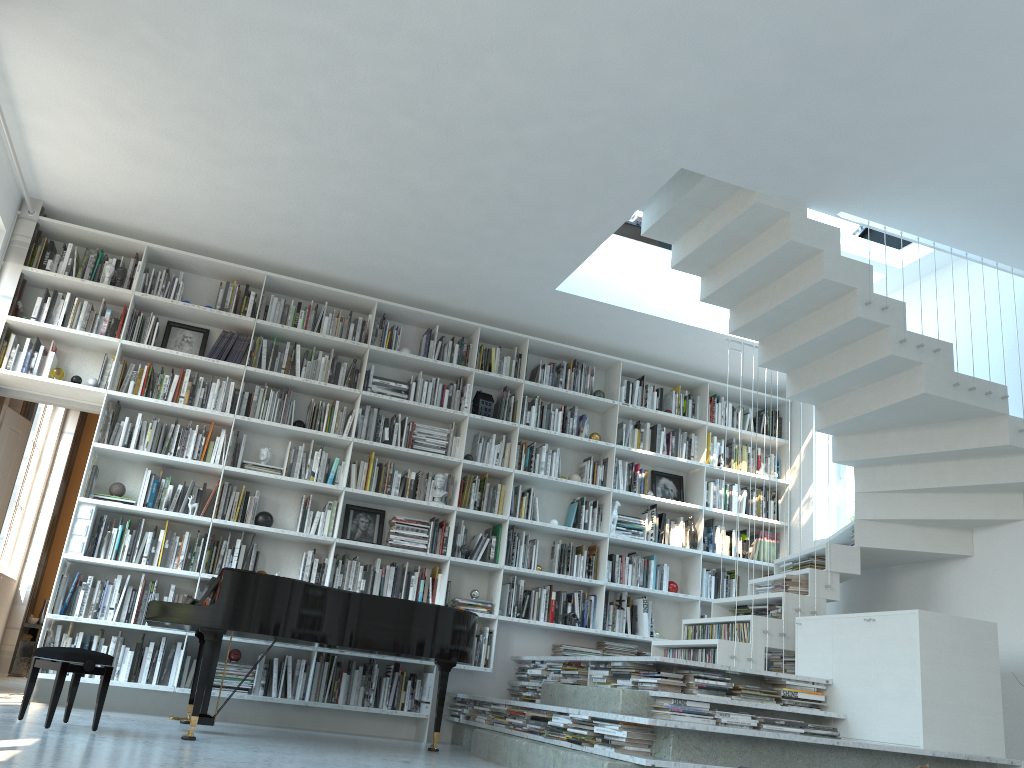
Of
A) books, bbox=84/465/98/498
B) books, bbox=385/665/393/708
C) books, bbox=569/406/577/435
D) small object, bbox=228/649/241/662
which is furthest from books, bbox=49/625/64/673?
books, bbox=569/406/577/435

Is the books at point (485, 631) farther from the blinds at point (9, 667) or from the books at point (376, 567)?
the blinds at point (9, 667)

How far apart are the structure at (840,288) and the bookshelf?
0.66m

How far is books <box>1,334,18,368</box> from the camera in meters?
5.9

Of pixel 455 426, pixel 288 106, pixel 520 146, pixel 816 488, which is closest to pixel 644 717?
pixel 520 146

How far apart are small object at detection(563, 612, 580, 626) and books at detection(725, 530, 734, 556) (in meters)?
1.64

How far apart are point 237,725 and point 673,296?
4.3m

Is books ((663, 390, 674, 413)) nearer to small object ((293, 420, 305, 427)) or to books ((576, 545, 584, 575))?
books ((576, 545, 584, 575))

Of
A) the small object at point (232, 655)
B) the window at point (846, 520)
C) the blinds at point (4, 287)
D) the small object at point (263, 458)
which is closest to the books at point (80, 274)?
the blinds at point (4, 287)

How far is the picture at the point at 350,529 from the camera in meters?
6.5 m
